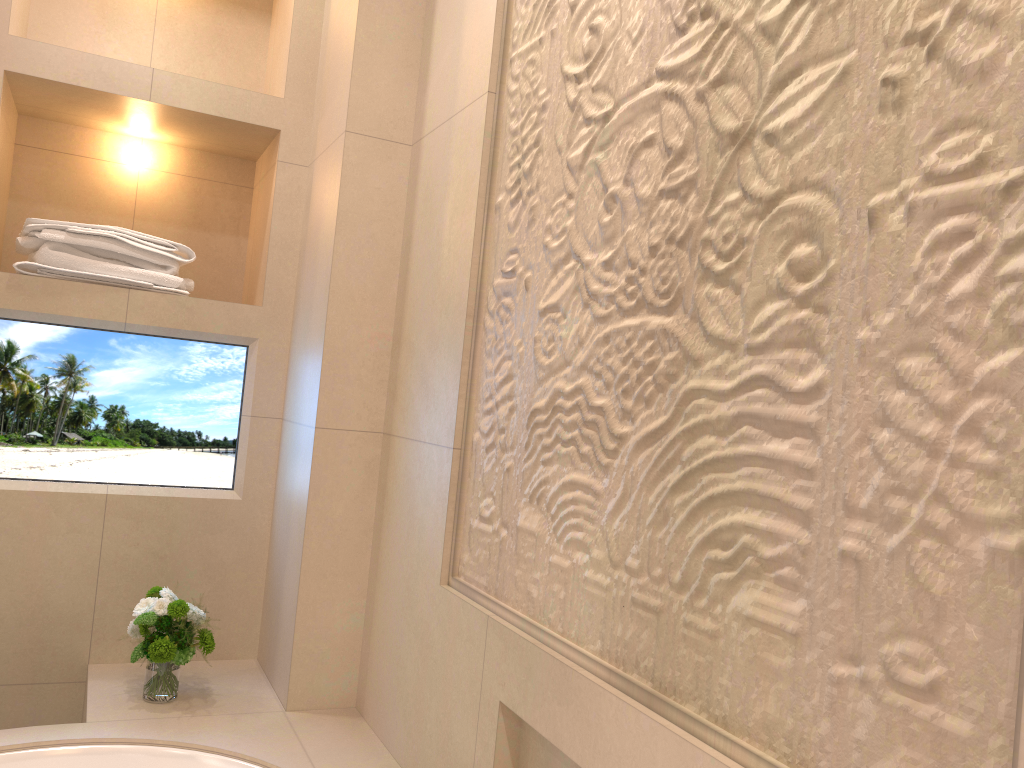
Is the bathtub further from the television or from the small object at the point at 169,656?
the television

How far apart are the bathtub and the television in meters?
0.4

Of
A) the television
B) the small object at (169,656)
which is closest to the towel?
the television

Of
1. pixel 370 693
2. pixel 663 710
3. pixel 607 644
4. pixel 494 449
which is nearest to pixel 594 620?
pixel 607 644

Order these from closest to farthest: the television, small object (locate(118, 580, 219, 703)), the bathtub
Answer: the bathtub → small object (locate(118, 580, 219, 703)) → the television

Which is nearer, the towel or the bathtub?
the bathtub

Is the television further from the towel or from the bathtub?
the bathtub

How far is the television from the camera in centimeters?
200cm

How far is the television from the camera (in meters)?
2.00

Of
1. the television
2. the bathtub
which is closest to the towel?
the television
